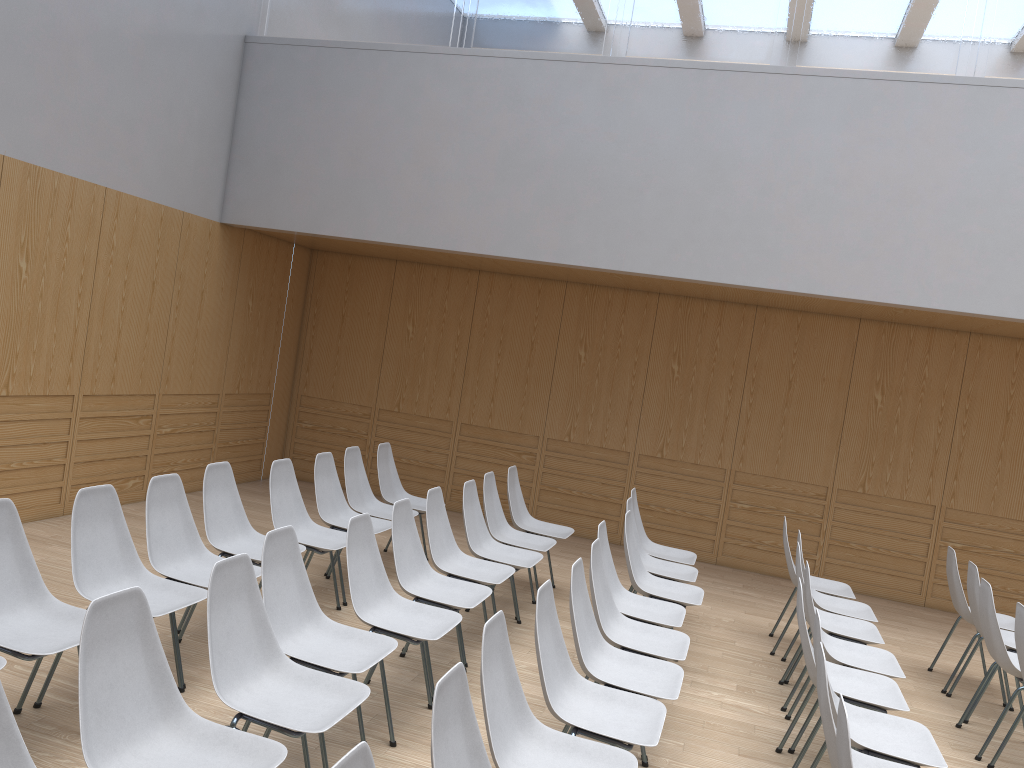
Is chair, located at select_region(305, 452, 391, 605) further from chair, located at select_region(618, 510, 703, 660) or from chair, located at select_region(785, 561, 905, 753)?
chair, located at select_region(785, 561, 905, 753)

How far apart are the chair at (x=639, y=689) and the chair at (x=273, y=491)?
1.71m

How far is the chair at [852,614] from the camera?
5.41m

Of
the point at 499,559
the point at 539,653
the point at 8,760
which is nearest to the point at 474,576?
the point at 499,559

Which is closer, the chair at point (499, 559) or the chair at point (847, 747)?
the chair at point (847, 747)

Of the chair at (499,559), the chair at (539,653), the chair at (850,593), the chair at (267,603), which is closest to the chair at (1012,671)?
the chair at (850,593)

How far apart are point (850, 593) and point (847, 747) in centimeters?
380cm

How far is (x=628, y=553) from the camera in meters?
5.1

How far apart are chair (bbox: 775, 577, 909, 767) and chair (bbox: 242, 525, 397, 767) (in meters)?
1.77

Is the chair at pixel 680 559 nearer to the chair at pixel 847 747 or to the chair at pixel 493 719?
the chair at pixel 493 719
